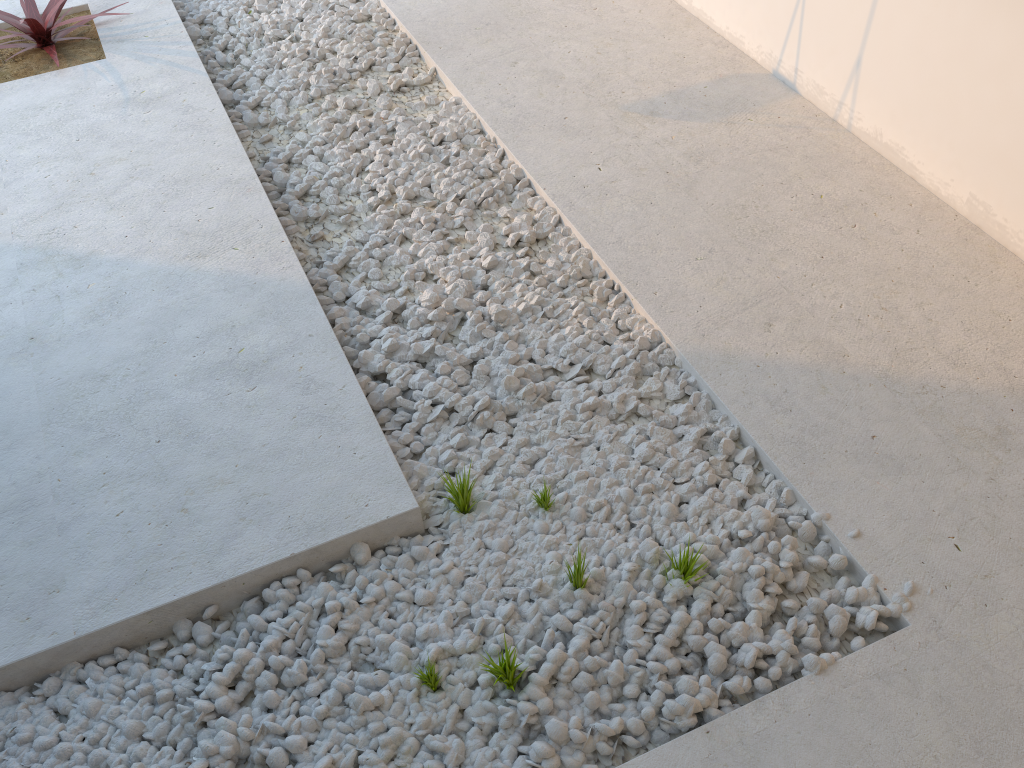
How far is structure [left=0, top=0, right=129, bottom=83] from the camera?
3.6 meters

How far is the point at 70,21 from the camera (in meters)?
3.57

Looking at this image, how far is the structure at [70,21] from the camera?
3.6m
